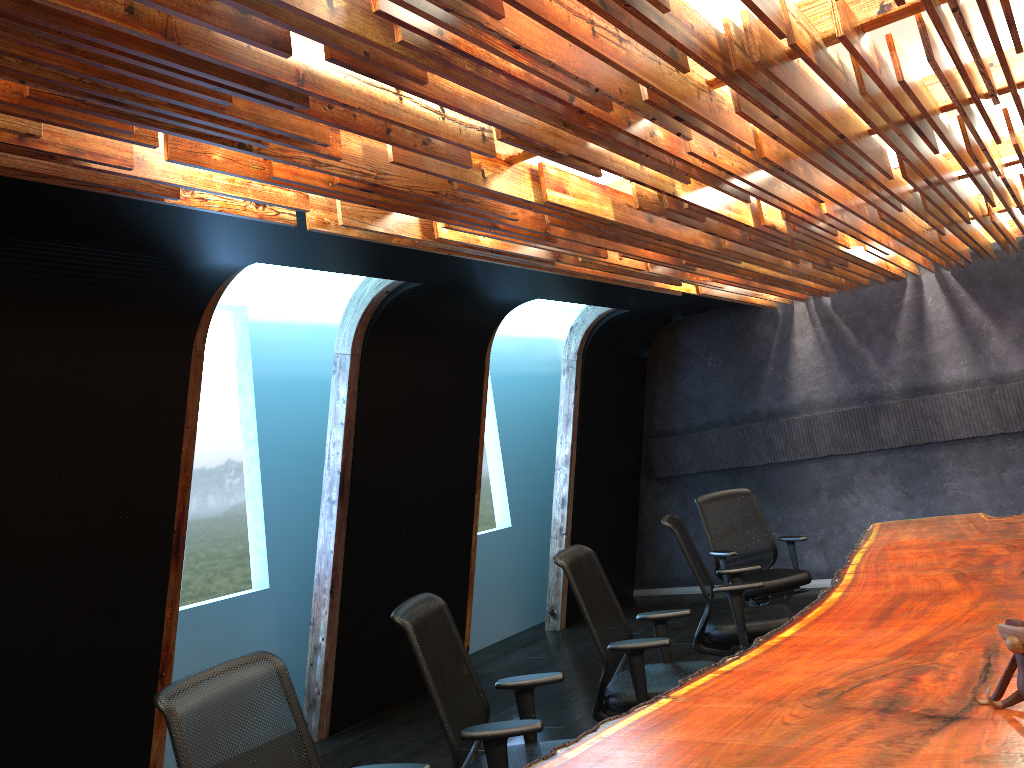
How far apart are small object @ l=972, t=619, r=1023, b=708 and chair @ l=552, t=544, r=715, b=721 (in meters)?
1.73

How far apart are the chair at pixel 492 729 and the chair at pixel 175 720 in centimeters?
50cm

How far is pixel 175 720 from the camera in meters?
2.6 m

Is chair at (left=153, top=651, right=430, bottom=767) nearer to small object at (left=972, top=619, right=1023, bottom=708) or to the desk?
the desk

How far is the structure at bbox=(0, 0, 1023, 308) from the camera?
2.39m

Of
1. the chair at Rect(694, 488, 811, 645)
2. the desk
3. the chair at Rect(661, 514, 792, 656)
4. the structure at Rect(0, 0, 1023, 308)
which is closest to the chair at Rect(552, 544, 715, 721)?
the desk

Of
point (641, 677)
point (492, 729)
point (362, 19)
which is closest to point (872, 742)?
point (492, 729)

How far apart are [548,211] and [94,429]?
2.8 meters

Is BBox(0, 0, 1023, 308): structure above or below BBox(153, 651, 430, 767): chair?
above

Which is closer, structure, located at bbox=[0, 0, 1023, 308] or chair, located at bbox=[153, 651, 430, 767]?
structure, located at bbox=[0, 0, 1023, 308]
